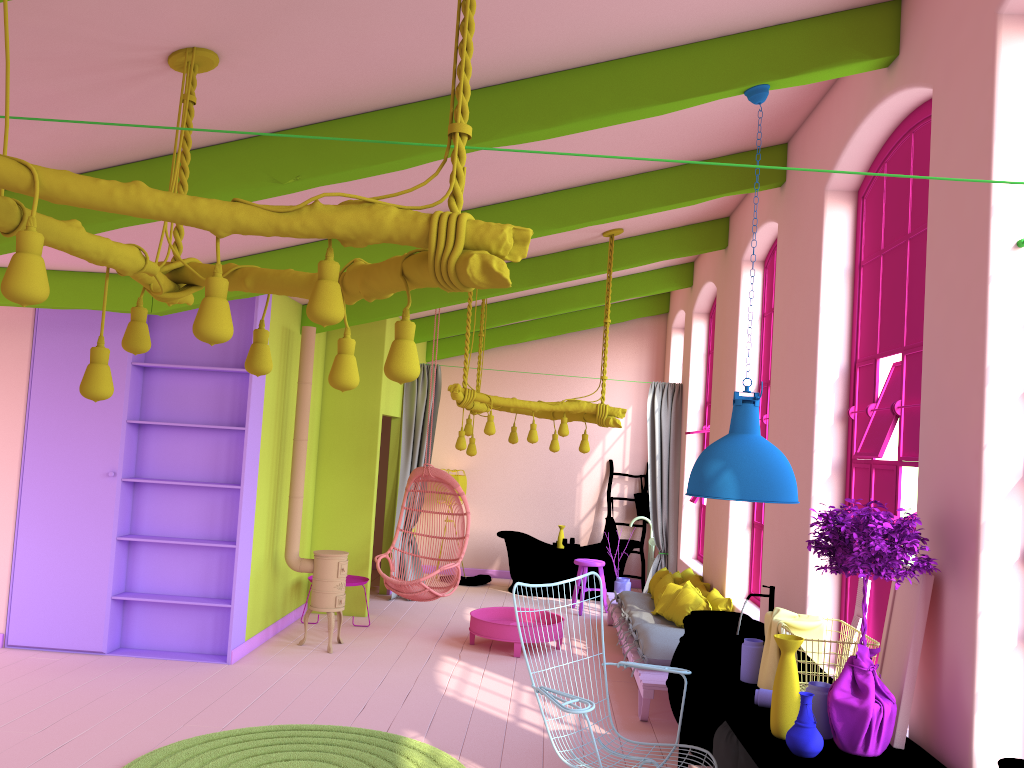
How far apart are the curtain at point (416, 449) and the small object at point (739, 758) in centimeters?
177cm

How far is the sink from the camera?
4.55m

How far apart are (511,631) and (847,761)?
4.85m

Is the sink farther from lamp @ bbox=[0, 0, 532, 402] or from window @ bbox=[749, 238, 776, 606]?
lamp @ bbox=[0, 0, 532, 402]

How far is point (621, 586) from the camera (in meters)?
10.54

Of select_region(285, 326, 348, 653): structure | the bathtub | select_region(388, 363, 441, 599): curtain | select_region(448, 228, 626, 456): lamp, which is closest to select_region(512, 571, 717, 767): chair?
select_region(448, 228, 626, 456): lamp

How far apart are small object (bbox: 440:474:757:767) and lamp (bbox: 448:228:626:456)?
3.34m

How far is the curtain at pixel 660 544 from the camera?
10.4m

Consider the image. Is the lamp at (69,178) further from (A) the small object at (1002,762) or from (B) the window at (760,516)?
(B) the window at (760,516)

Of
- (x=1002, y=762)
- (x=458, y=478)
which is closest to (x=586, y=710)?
(x=1002, y=762)
